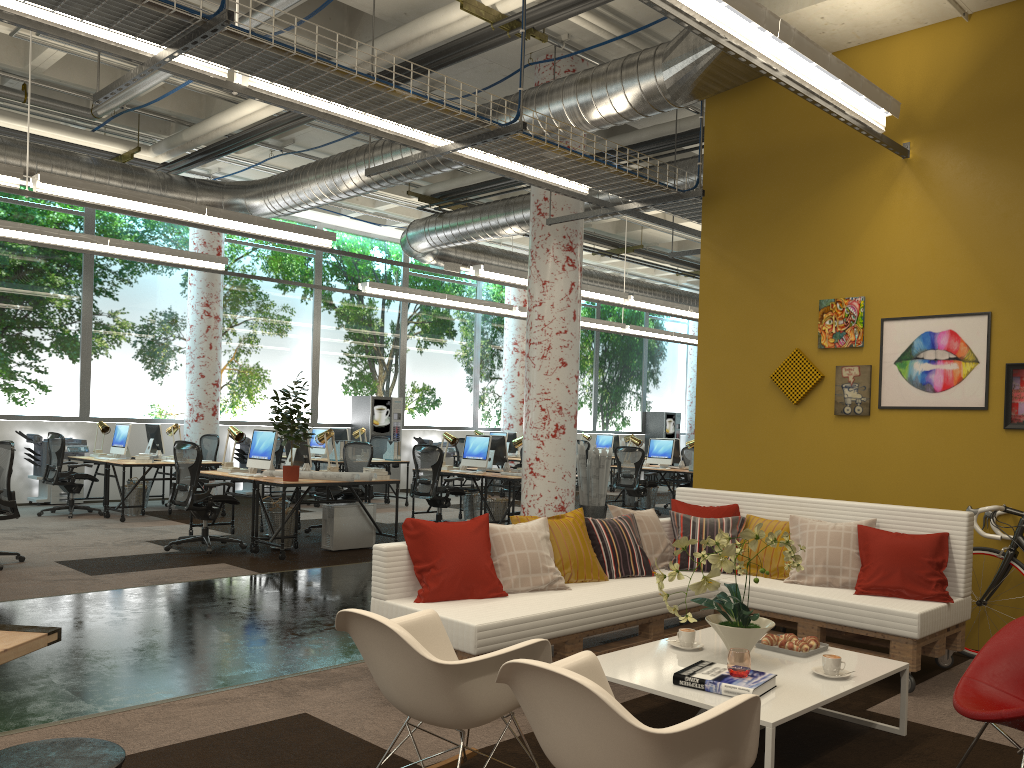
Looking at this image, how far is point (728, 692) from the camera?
3.4 meters

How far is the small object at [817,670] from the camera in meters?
3.8 m

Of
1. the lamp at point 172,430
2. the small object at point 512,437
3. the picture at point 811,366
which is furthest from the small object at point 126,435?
the picture at point 811,366

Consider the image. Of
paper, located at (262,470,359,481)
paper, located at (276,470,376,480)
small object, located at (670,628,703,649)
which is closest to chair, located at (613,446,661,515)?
paper, located at (276,470,376,480)

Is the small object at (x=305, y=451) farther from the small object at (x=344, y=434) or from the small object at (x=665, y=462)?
the small object at (x=665, y=462)

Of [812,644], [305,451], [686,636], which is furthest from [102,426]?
[812,644]

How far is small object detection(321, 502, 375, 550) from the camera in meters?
9.0

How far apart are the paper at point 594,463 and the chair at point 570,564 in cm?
549

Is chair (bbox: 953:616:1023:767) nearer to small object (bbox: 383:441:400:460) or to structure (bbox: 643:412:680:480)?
small object (bbox: 383:441:400:460)

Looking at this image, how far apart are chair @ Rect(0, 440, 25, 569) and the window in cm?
547
